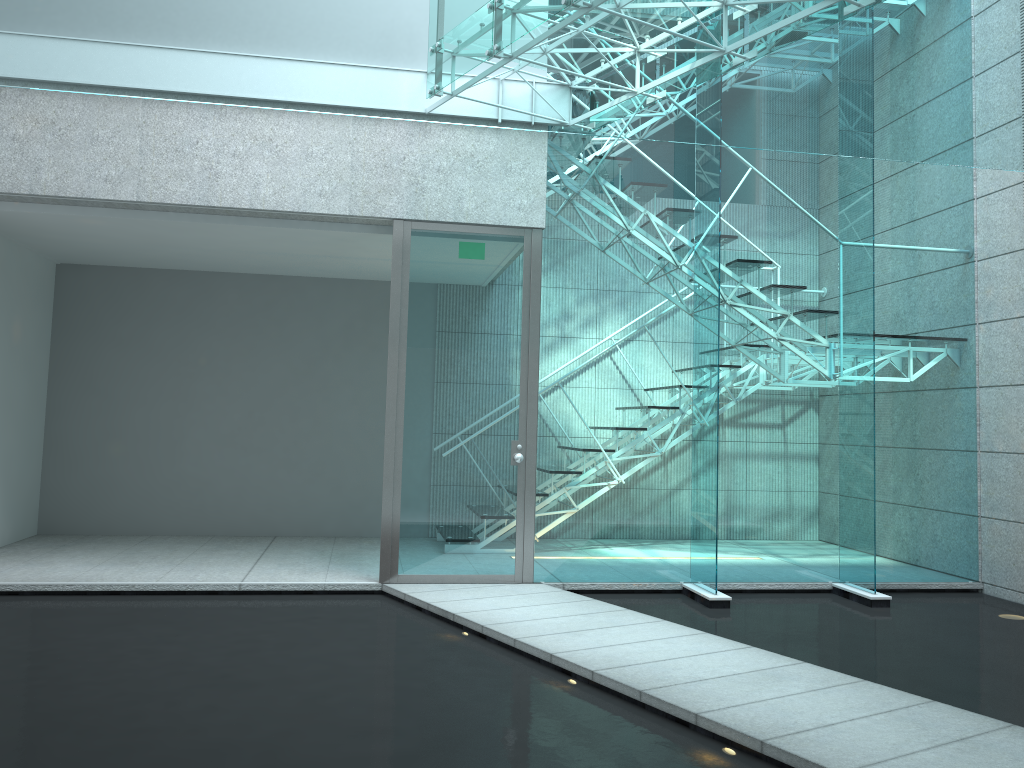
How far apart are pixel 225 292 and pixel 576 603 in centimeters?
385cm

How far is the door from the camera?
5.0 meters

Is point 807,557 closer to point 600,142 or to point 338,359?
point 600,142

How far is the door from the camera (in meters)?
4.99

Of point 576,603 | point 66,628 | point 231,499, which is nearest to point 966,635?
point 576,603
